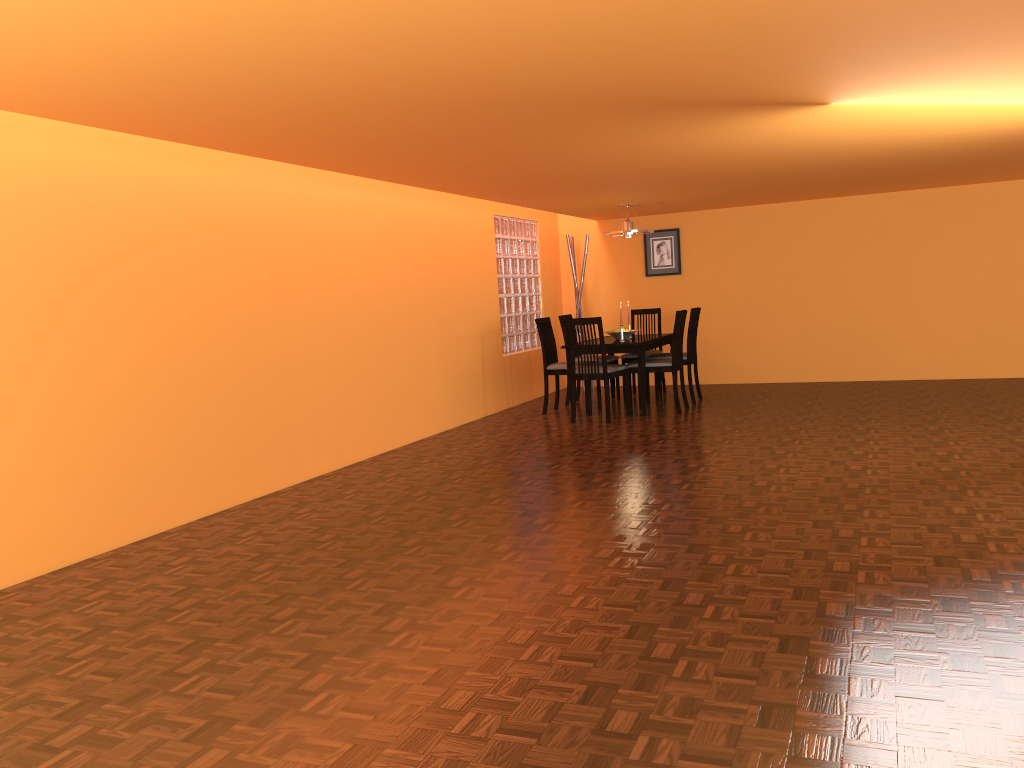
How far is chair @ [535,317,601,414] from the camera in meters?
7.3

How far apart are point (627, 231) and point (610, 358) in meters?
1.1 m

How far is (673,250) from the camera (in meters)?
8.82

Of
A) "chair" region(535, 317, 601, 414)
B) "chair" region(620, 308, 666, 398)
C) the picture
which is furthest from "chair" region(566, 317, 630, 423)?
the picture

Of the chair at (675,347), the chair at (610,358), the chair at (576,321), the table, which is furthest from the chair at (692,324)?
the chair at (576,321)

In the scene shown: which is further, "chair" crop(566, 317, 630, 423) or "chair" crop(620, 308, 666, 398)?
"chair" crop(620, 308, 666, 398)

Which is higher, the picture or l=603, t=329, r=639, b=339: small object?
the picture

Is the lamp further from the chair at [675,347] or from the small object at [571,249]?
the small object at [571,249]

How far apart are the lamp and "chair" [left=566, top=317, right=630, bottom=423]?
1.26m

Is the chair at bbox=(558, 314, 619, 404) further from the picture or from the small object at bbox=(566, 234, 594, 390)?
the picture
